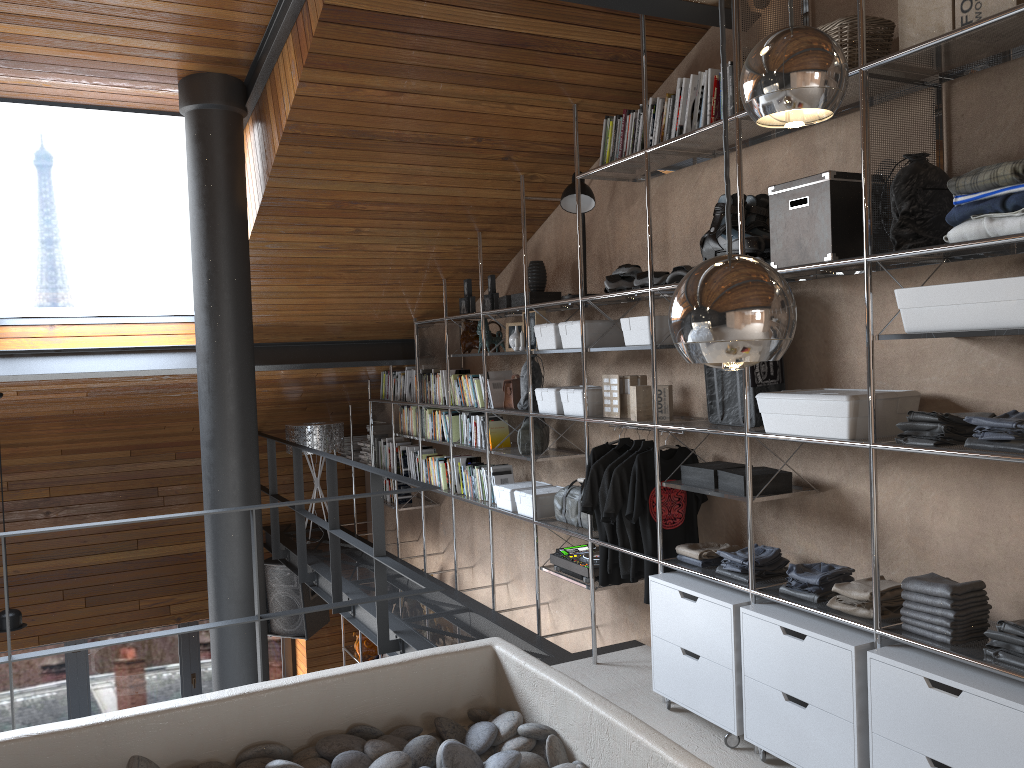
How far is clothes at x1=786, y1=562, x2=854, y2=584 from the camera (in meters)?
3.07

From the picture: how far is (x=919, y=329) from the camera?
2.6m

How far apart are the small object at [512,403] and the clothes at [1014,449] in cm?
290

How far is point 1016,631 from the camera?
2.4m

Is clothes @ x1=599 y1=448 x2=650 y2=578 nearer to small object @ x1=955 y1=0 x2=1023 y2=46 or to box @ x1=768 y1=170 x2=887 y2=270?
box @ x1=768 y1=170 x2=887 y2=270

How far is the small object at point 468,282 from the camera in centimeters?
561cm

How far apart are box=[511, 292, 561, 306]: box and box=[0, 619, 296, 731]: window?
5.40m

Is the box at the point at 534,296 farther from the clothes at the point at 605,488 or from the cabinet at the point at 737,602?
the cabinet at the point at 737,602

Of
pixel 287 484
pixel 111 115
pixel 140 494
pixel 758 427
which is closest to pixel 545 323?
pixel 758 427

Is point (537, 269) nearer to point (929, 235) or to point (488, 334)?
point (488, 334)
